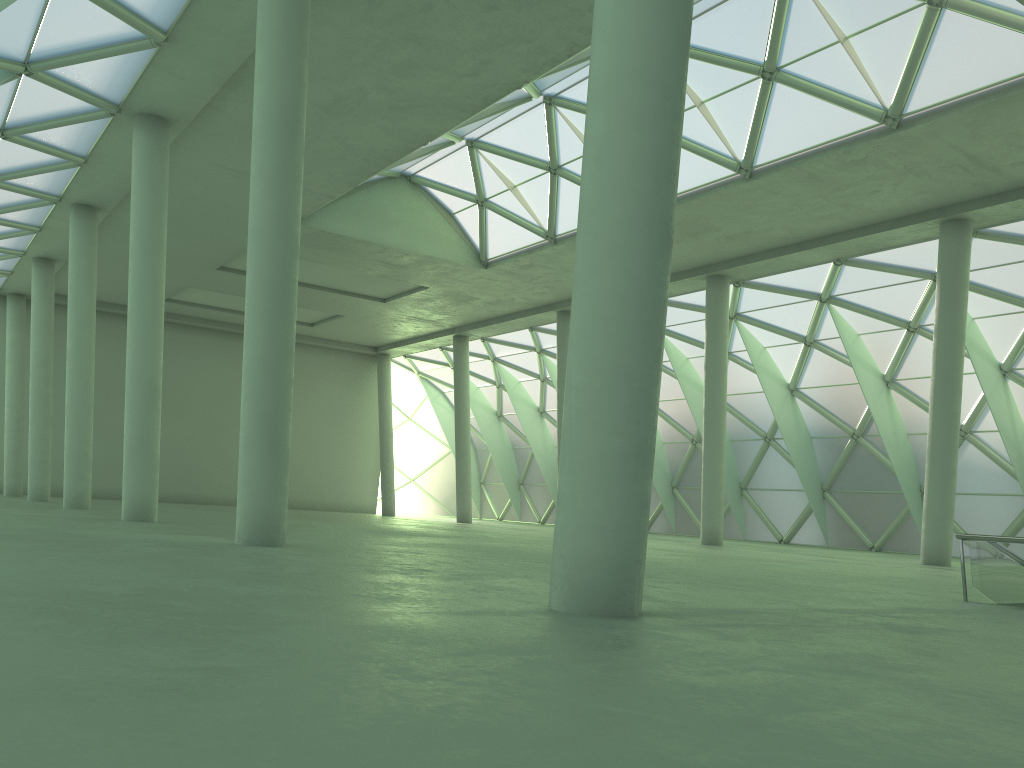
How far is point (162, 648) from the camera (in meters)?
5.53

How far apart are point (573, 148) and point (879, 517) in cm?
2561
